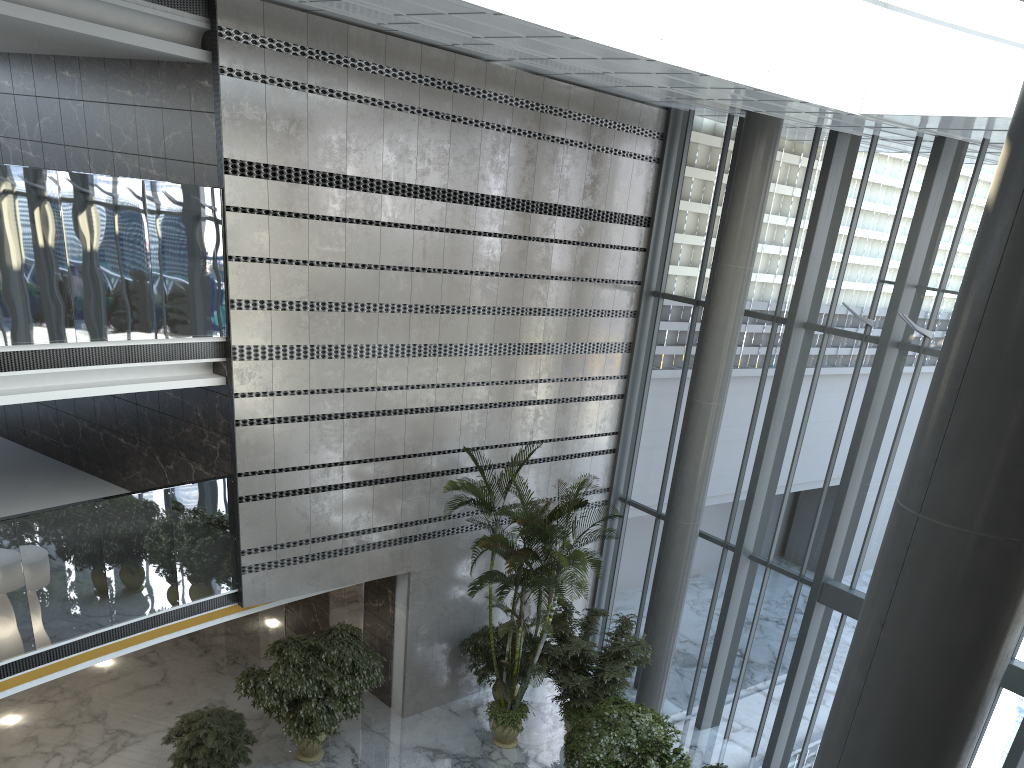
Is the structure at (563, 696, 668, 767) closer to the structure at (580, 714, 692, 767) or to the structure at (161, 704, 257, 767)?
the structure at (580, 714, 692, 767)

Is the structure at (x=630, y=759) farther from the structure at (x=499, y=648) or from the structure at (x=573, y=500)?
the structure at (x=499, y=648)

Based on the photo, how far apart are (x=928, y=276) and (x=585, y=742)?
7.1 meters

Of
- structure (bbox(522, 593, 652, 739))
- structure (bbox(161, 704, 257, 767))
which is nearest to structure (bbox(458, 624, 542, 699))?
structure (bbox(522, 593, 652, 739))

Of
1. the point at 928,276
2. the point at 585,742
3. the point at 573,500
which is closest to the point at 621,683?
the point at 585,742

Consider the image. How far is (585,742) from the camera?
10.2 meters

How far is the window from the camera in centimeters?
1081cm

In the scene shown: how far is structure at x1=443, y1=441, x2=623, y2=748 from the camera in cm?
1068

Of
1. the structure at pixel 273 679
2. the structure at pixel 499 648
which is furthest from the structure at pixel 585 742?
the structure at pixel 273 679

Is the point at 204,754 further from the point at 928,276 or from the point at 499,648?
the point at 928,276
